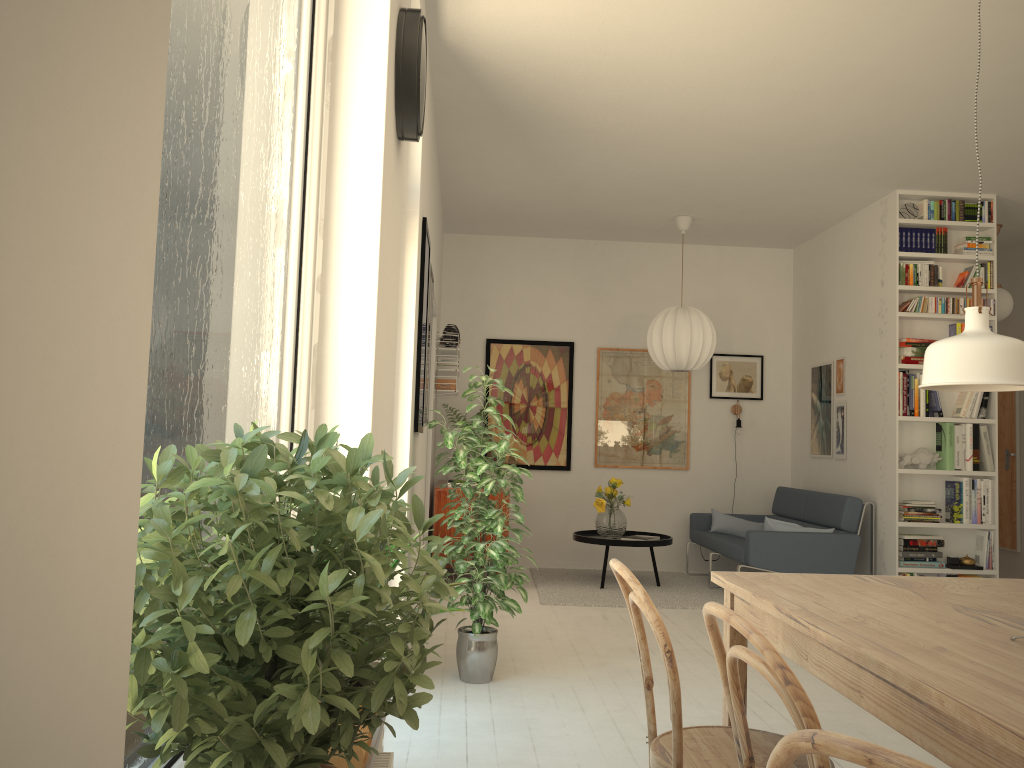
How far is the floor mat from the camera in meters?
6.1 m

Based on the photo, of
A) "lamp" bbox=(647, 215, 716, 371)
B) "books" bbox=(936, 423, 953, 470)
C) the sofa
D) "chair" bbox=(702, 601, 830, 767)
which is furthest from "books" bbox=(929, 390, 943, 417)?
"chair" bbox=(702, 601, 830, 767)

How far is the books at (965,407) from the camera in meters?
6.1 m

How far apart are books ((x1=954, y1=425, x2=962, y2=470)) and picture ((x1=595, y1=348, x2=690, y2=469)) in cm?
234

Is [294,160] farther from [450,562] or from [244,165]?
[450,562]

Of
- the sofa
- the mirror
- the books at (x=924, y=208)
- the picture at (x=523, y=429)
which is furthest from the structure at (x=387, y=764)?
the mirror

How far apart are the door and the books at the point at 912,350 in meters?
3.4

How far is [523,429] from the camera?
7.8 meters

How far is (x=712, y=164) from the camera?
5.7 meters

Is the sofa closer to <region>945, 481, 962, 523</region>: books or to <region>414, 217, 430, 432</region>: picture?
<region>945, 481, 962, 523</region>: books
